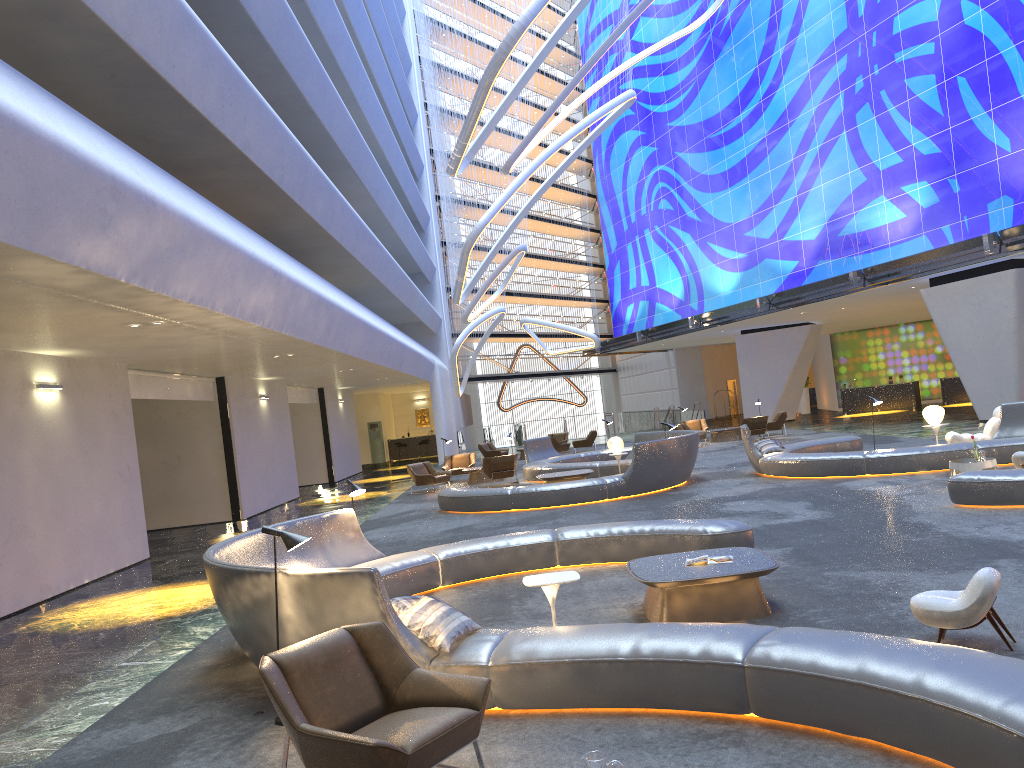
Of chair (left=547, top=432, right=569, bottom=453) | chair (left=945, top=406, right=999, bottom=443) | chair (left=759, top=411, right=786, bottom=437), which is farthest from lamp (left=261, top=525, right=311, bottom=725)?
chair (left=547, top=432, right=569, bottom=453)

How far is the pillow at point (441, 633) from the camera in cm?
547

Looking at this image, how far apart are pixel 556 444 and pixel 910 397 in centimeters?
1607cm

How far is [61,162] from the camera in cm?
669

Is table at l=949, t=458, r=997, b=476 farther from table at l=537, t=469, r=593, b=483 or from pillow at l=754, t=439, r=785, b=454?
table at l=537, t=469, r=593, b=483

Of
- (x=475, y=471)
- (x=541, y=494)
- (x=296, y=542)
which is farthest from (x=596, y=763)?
(x=475, y=471)

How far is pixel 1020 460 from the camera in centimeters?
1192cm

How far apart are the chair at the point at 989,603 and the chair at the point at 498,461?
16.1 meters

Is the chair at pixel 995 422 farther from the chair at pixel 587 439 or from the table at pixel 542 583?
the chair at pixel 587 439

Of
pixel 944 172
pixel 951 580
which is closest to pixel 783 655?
pixel 951 580
